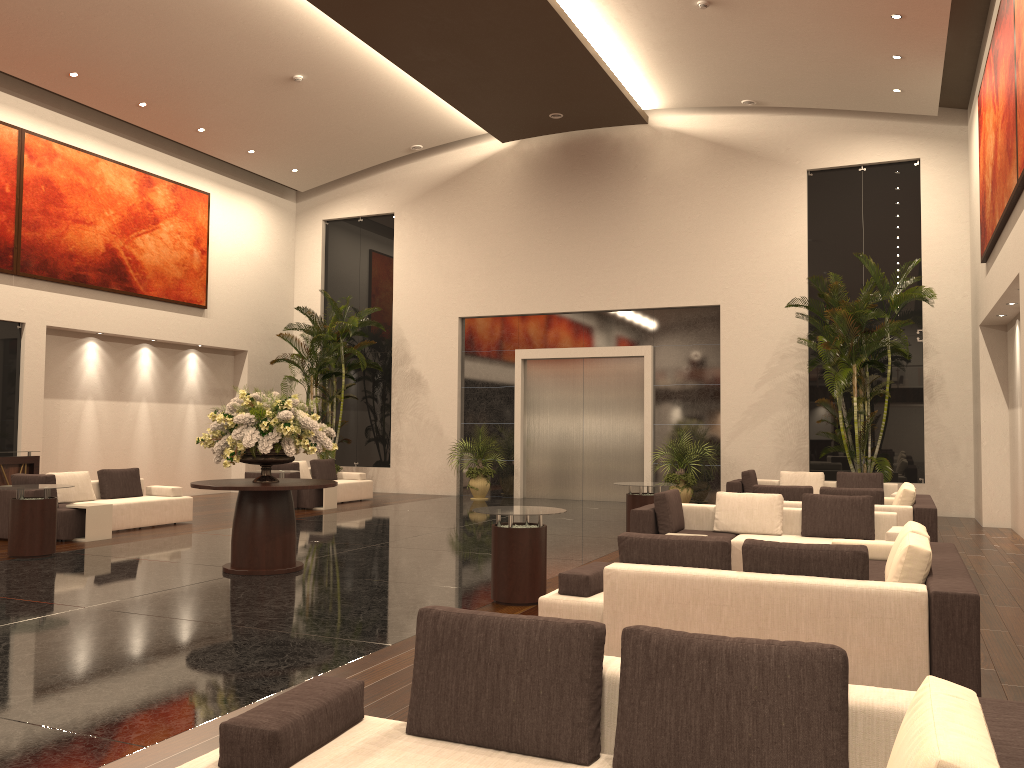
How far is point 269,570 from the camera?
9.04m

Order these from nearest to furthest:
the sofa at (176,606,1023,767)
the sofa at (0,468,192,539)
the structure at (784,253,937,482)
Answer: the sofa at (176,606,1023,767) < the sofa at (0,468,192,539) < the structure at (784,253,937,482)

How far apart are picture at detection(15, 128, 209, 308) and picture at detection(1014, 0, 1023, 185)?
14.8 meters

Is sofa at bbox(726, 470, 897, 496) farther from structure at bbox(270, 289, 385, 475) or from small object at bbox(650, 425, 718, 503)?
structure at bbox(270, 289, 385, 475)

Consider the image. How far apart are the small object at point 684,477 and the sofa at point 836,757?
13.68m

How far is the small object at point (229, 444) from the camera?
9.0m

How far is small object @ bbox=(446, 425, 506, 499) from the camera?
18.8m

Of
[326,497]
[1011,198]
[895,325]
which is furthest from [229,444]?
[895,325]

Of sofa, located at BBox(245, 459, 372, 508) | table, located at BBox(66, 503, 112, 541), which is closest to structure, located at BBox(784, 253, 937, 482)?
sofa, located at BBox(245, 459, 372, 508)

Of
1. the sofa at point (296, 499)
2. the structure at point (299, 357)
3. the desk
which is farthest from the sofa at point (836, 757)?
the structure at point (299, 357)
